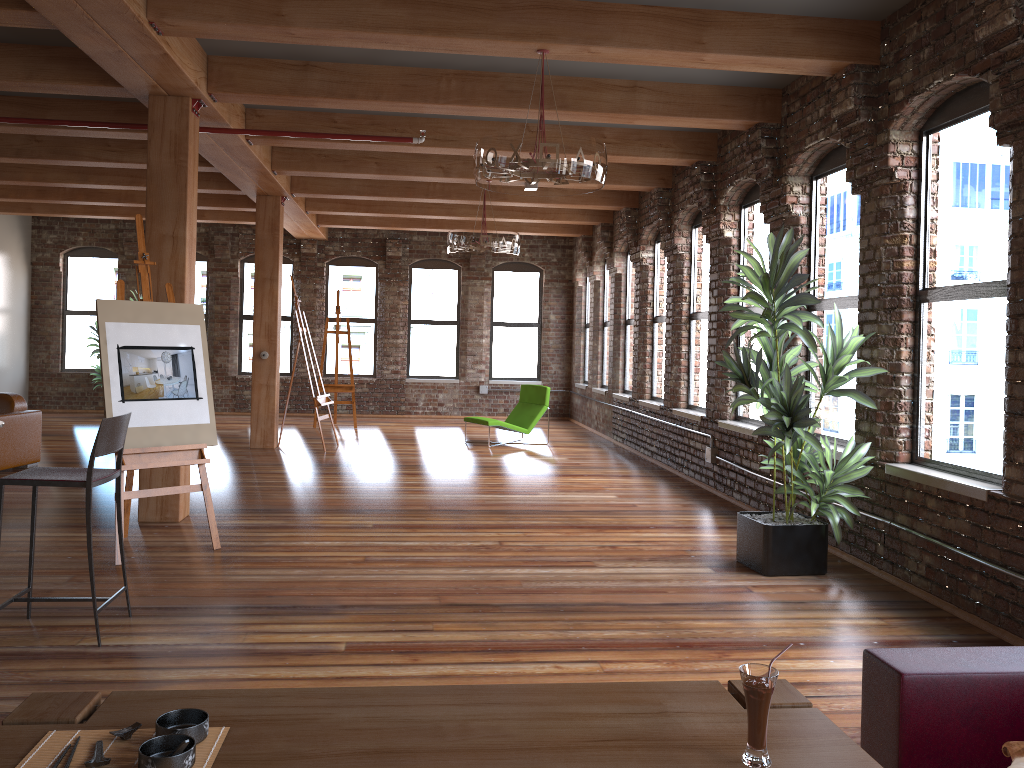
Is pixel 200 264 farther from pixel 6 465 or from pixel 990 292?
pixel 990 292

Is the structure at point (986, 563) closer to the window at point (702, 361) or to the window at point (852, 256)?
the window at point (702, 361)

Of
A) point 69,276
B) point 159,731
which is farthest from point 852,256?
point 69,276

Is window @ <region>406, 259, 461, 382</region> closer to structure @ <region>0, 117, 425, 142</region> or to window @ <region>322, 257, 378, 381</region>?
window @ <region>322, 257, 378, 381</region>

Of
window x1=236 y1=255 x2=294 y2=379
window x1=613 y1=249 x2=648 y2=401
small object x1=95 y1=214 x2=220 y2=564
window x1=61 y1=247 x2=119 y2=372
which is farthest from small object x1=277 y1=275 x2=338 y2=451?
window x1=61 y1=247 x2=119 y2=372

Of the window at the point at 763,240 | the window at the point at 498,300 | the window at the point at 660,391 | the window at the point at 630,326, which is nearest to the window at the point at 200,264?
the window at the point at 498,300

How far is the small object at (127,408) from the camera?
5.4 meters

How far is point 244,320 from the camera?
15.6 meters

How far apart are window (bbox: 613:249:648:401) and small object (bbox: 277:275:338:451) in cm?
390

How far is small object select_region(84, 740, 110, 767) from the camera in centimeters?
161cm
